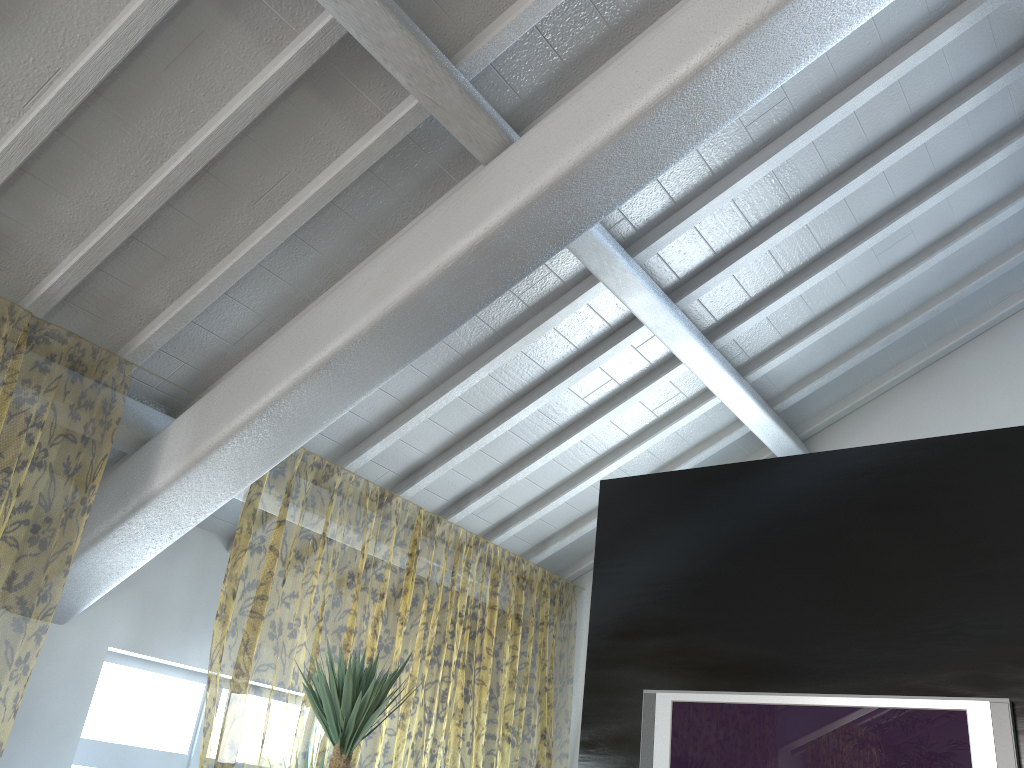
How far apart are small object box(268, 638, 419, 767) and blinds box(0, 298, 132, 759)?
1.22m

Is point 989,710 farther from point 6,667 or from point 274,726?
point 274,726

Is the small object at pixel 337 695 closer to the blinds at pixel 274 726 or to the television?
the blinds at pixel 274 726

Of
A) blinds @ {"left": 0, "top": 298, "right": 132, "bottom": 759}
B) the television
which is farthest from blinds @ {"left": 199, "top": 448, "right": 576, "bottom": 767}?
the television

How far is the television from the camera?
2.9m

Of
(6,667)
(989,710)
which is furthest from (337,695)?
(6,667)

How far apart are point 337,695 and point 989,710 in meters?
2.1 m

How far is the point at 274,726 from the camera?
9.6 meters

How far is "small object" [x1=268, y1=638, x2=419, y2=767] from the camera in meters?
2.8 m

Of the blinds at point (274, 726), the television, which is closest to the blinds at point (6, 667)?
the blinds at point (274, 726)
